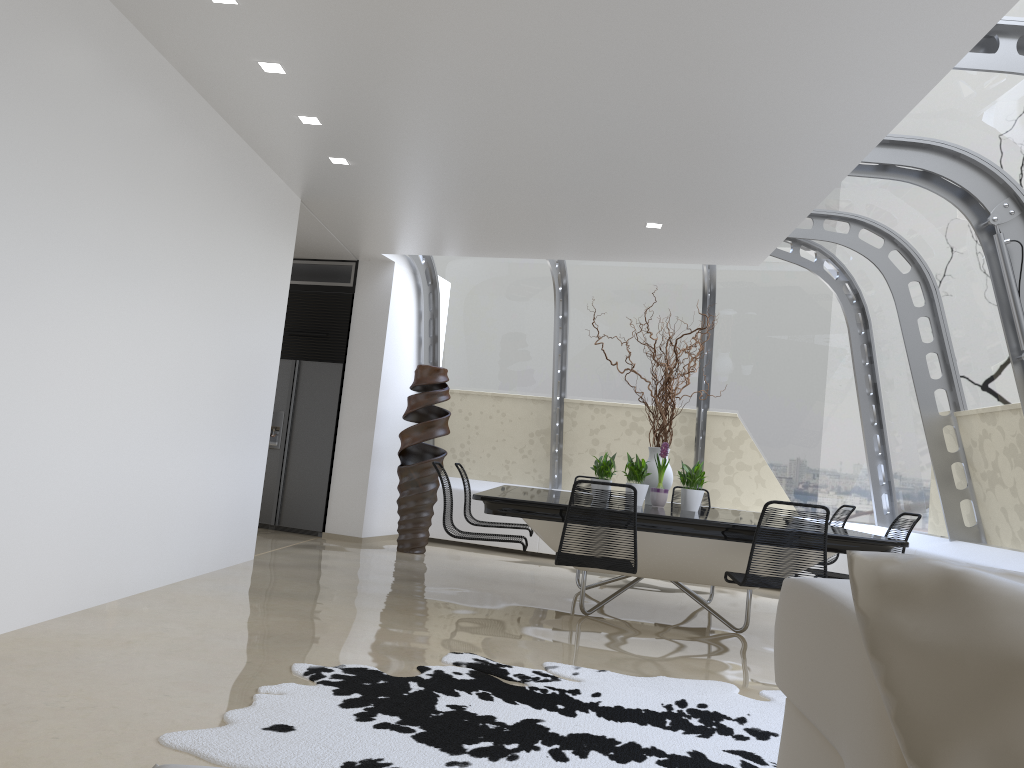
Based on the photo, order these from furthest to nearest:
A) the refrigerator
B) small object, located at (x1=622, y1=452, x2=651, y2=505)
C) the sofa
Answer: the refrigerator → small object, located at (x1=622, y1=452, x2=651, y2=505) → the sofa

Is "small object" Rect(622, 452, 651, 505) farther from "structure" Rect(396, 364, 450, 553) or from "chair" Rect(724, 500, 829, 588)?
"structure" Rect(396, 364, 450, 553)

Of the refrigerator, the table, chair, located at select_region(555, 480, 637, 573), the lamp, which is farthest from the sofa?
the refrigerator

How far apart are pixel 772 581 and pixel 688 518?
0.6m

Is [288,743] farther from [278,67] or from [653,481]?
[653,481]

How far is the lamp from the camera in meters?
4.7 m

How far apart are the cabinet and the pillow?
8.8m

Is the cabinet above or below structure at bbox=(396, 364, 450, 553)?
above

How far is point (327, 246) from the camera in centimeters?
882cm

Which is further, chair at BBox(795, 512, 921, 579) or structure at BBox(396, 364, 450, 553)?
structure at BBox(396, 364, 450, 553)
